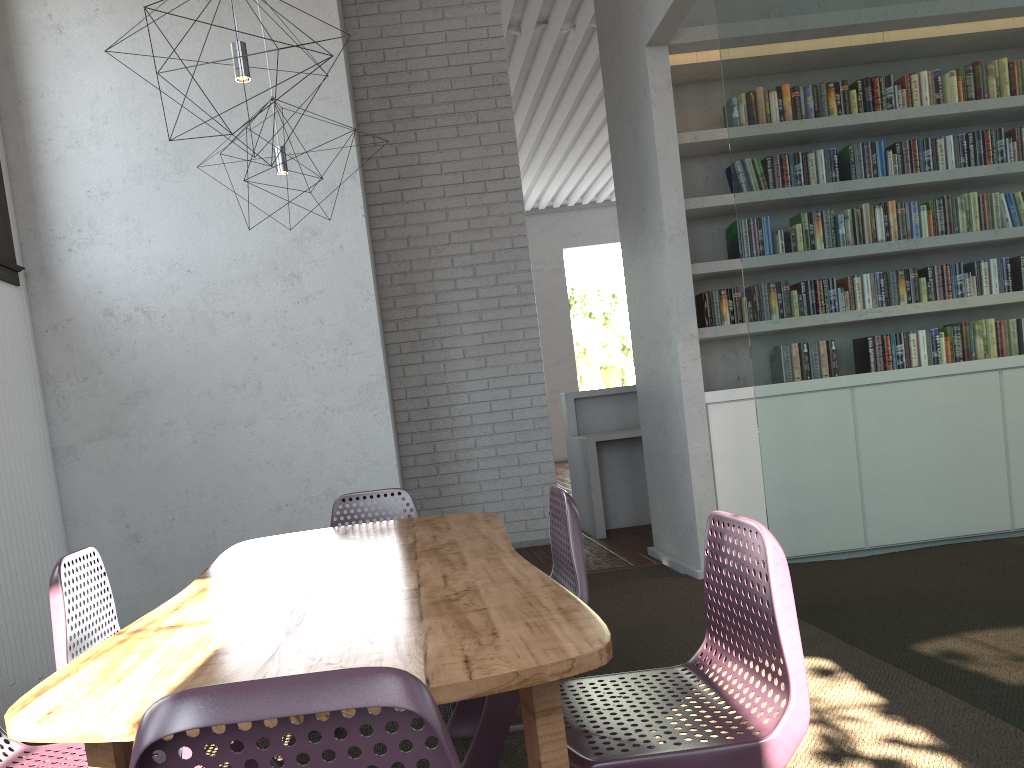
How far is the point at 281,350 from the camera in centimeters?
417cm

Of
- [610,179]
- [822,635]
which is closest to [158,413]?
[822,635]
